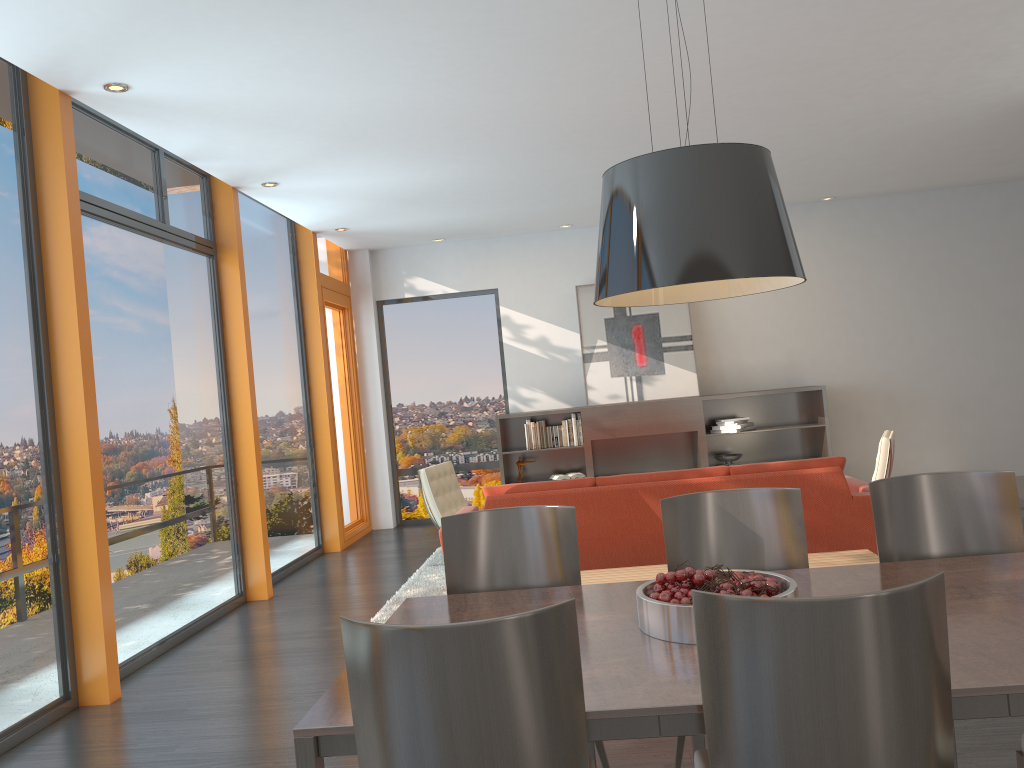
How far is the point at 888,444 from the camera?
6.2m

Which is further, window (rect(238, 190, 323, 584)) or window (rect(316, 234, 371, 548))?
window (rect(316, 234, 371, 548))

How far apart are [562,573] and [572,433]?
6.2 meters

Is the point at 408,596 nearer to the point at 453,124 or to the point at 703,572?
the point at 453,124

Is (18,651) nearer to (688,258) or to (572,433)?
(688,258)

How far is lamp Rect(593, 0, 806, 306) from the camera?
2.1m

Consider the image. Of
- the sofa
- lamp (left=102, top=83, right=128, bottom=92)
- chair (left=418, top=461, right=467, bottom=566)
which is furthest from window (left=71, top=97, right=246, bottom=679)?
the sofa

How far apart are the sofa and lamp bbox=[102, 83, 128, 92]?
2.9m

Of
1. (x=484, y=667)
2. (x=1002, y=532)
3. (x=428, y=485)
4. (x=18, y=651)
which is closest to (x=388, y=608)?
(x=428, y=485)

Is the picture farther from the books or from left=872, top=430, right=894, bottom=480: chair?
left=872, top=430, right=894, bottom=480: chair
